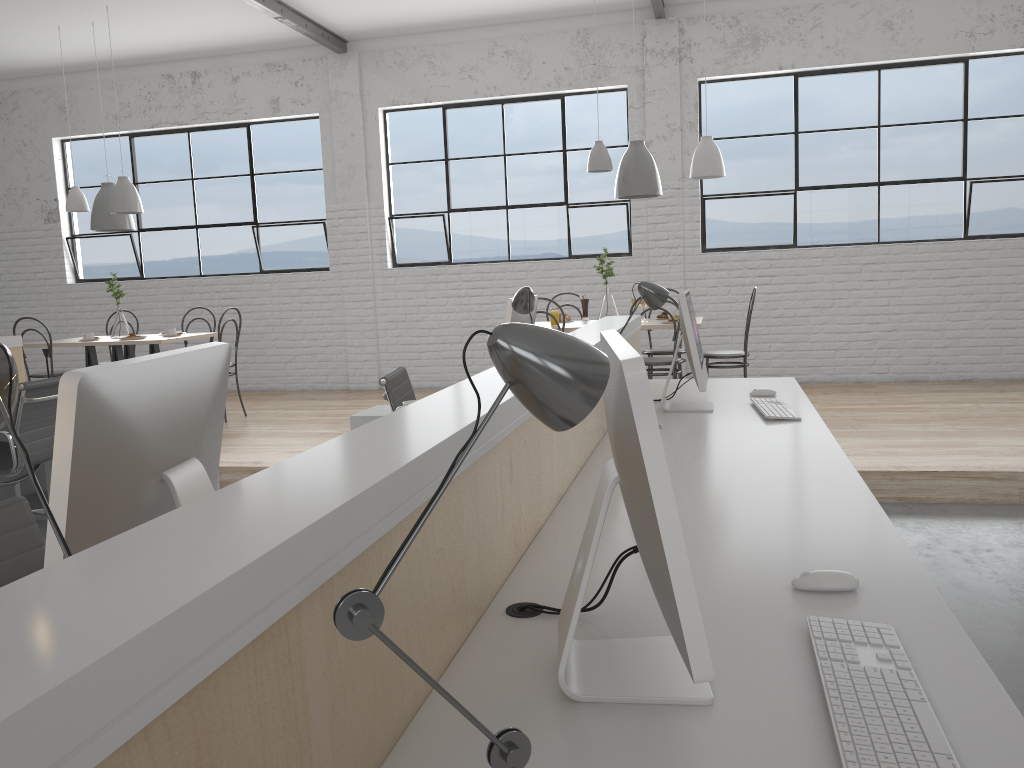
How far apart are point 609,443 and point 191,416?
1.4m

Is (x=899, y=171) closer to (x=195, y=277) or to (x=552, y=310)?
(x=552, y=310)

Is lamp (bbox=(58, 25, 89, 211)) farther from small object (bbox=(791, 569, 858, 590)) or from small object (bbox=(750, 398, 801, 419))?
small object (bbox=(791, 569, 858, 590))

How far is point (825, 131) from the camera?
5.8m

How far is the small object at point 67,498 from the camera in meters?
0.9

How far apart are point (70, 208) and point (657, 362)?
3.86m

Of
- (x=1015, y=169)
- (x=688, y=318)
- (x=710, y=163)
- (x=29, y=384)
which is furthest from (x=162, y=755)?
(x=1015, y=169)

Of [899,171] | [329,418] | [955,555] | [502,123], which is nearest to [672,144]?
[502,123]

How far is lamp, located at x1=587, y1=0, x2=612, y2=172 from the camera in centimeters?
468cm

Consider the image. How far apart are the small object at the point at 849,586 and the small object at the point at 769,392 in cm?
183
